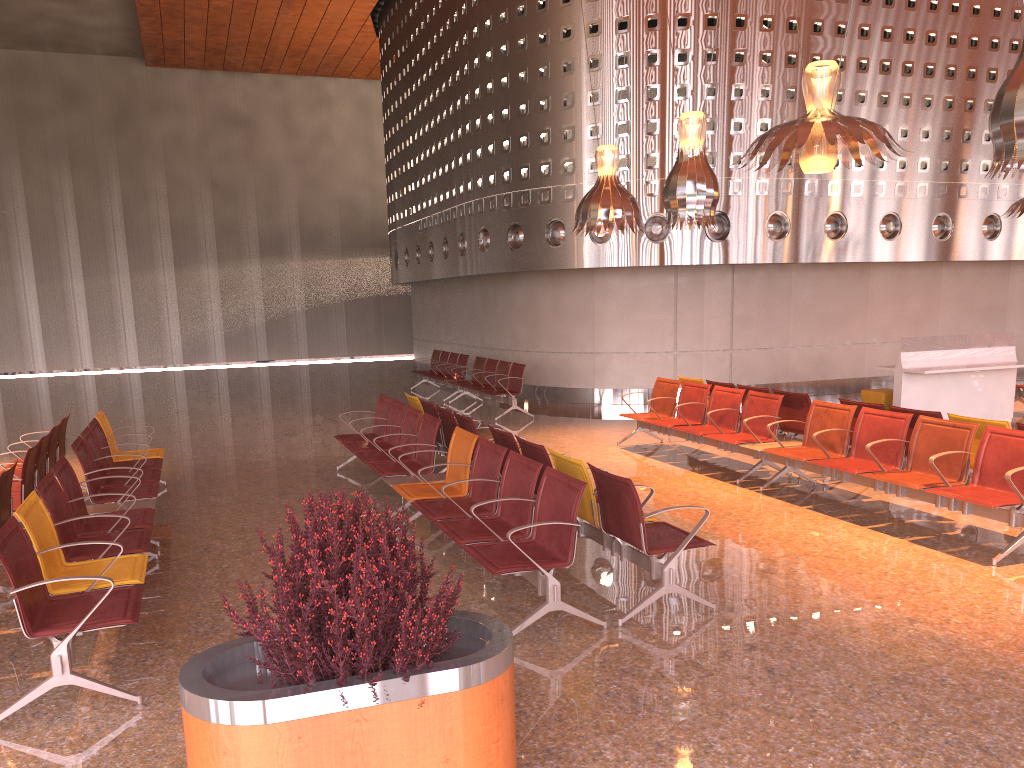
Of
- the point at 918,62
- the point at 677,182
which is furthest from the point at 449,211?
the point at 677,182
